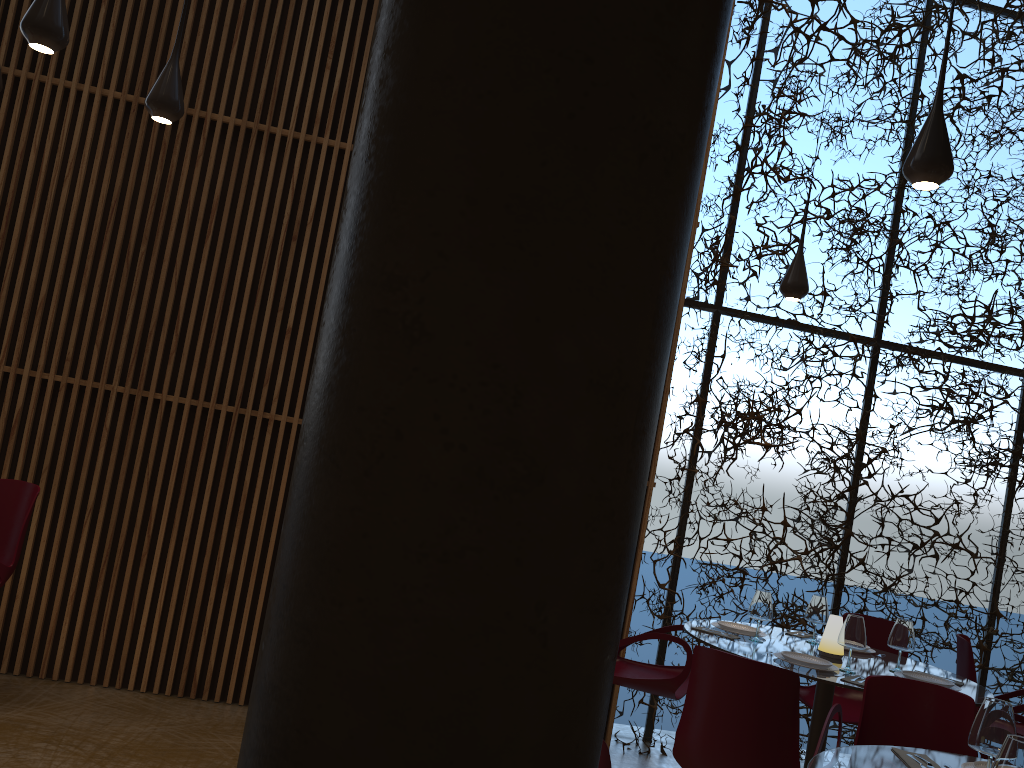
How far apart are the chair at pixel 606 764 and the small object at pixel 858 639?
2.85m

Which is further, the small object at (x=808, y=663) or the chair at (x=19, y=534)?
the chair at (x=19, y=534)

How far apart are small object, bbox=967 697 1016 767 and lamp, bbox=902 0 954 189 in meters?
2.0 m

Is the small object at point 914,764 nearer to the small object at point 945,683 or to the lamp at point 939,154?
the small object at point 945,683

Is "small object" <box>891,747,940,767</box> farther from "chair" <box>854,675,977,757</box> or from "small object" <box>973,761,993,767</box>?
"chair" <box>854,675,977,757</box>

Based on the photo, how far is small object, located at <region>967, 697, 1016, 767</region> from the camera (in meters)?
2.78

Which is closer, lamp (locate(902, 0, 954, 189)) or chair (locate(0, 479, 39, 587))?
lamp (locate(902, 0, 954, 189))

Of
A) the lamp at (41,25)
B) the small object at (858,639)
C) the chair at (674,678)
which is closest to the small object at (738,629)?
the chair at (674,678)

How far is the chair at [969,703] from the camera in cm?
379

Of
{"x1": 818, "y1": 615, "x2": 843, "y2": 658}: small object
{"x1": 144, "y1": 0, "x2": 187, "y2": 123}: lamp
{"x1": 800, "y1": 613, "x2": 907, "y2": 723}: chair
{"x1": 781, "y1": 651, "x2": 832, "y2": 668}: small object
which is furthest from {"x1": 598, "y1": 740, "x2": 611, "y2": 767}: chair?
{"x1": 800, "y1": 613, "x2": 907, "y2": 723}: chair
